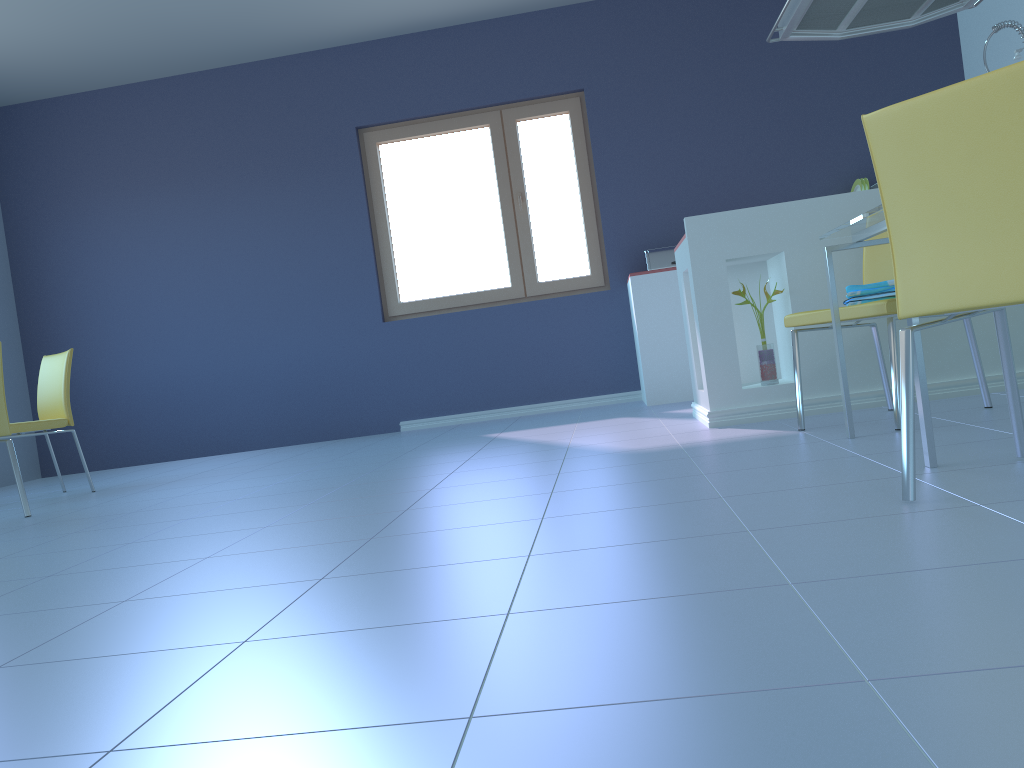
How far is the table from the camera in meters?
1.9

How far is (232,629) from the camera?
1.4 meters

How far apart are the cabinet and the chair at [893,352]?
0.2 meters

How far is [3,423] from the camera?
3.5m

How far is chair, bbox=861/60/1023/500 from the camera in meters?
1.4

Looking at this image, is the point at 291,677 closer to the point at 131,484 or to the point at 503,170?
the point at 131,484

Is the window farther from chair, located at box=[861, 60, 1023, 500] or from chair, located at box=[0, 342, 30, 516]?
chair, located at box=[861, 60, 1023, 500]

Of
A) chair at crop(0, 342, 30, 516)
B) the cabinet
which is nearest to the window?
the cabinet

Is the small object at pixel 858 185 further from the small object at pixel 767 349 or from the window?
the small object at pixel 767 349

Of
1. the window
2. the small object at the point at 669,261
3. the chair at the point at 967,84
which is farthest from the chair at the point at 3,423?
the small object at the point at 669,261
